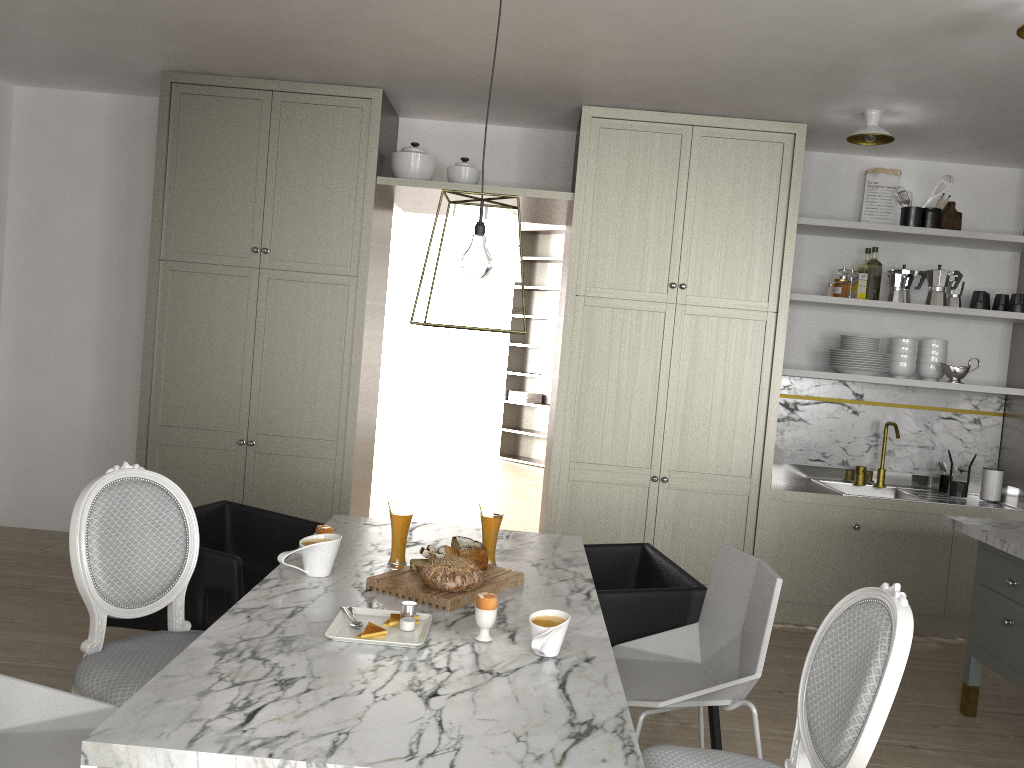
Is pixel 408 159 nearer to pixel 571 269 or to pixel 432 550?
pixel 571 269

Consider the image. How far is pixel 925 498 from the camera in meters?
4.4

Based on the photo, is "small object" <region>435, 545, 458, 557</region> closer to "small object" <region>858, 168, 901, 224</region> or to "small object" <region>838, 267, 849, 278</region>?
"small object" <region>838, 267, 849, 278</region>

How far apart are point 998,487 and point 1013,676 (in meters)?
1.65

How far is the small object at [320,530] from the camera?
2.5 meters

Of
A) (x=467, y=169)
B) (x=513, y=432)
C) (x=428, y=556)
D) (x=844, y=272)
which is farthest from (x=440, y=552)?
(x=513, y=432)

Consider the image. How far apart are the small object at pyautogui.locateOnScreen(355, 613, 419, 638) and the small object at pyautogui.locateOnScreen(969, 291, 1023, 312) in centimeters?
366cm

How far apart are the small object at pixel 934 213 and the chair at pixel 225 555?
3.37m

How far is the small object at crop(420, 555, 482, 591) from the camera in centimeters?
218cm

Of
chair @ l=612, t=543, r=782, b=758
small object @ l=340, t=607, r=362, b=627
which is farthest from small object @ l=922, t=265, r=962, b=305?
small object @ l=340, t=607, r=362, b=627
